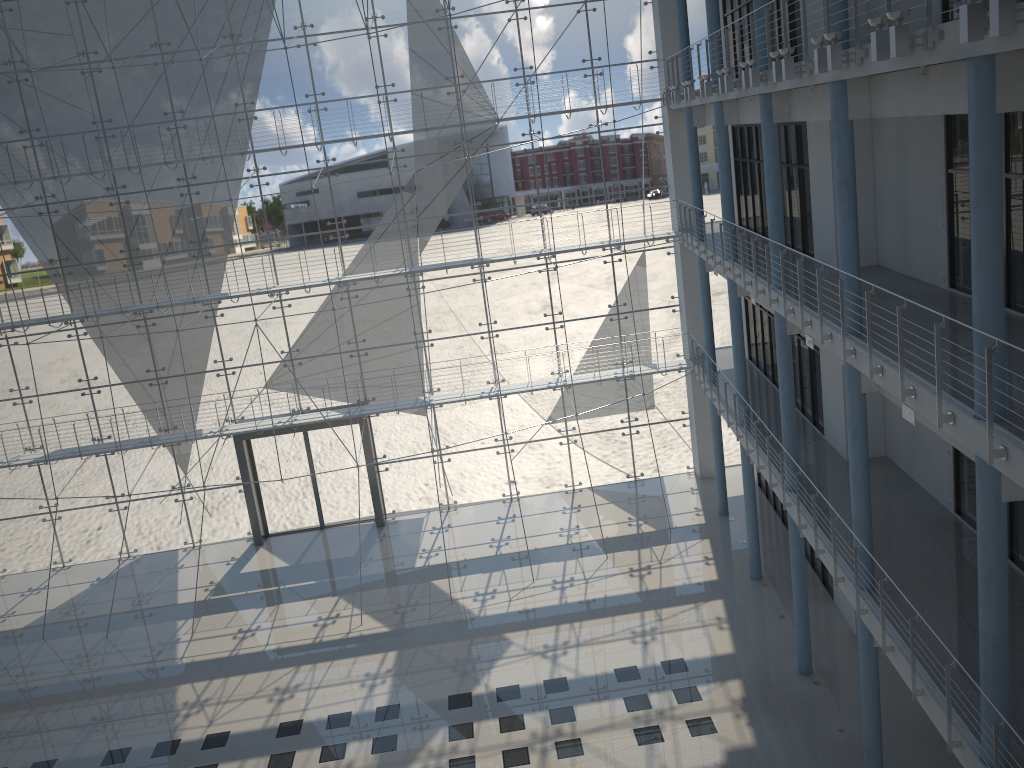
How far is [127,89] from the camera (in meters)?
3.24

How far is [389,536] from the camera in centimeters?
357cm

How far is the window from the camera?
3.2 meters

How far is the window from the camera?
3.2m
